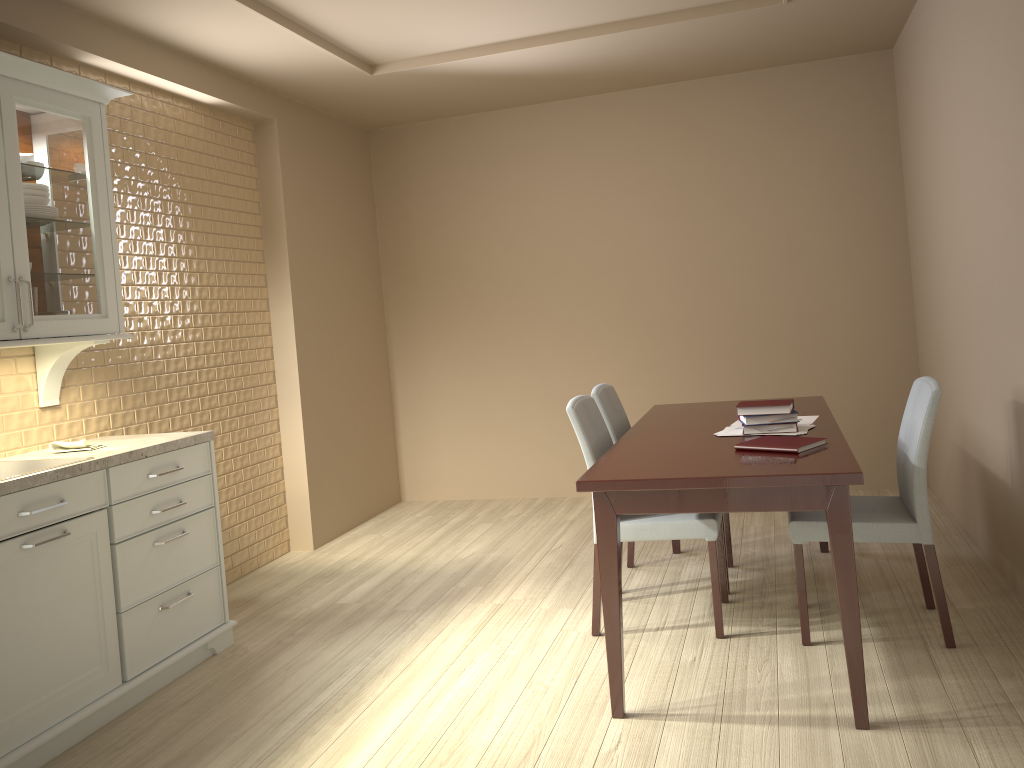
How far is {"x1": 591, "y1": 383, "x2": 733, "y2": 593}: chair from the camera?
3.6 meters

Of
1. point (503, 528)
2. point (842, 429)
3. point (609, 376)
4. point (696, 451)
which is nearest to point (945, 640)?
point (696, 451)

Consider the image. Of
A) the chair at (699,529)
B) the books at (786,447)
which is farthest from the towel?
the books at (786,447)

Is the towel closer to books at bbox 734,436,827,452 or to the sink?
the sink

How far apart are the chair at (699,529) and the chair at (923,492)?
0.2m

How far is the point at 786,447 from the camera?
2.64m

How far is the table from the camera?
2.3 meters

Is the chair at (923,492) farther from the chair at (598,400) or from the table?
the chair at (598,400)

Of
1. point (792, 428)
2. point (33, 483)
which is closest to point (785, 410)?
point (792, 428)

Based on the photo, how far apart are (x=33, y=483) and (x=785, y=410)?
2.3 meters
